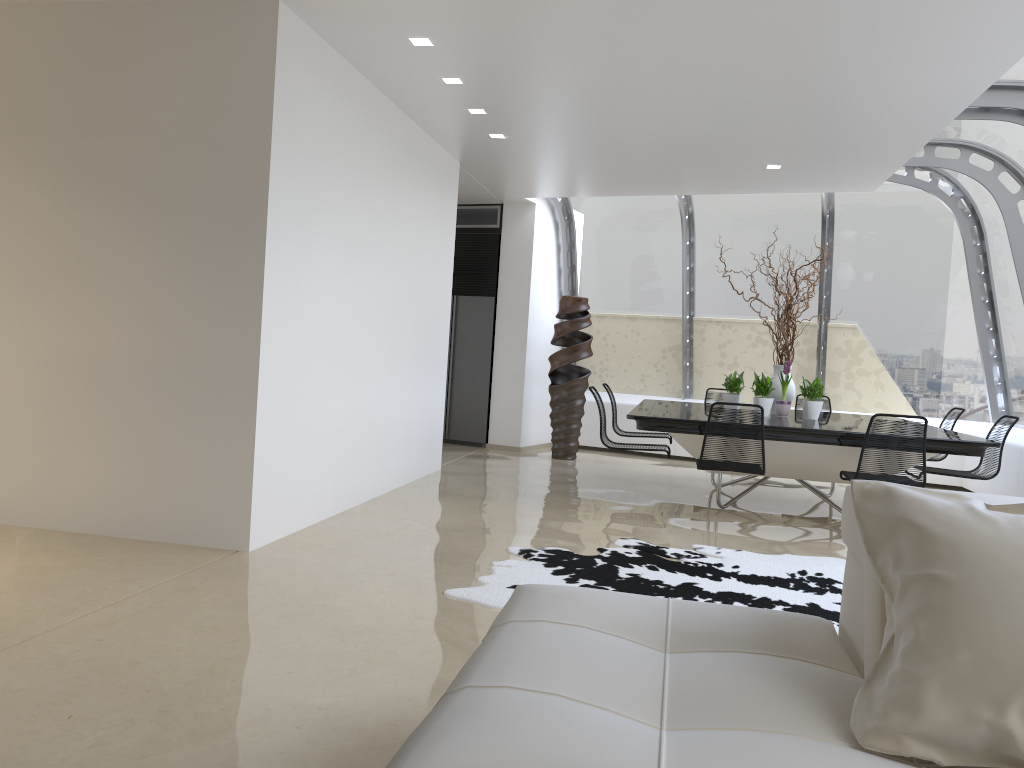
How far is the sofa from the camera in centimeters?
150cm

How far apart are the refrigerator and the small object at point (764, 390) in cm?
395

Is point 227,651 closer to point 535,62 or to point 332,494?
point 332,494

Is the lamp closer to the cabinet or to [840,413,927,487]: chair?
[840,413,927,487]: chair

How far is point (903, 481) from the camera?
5.71m

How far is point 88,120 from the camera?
4.8 meters

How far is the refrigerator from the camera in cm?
1056

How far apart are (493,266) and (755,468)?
5.35m

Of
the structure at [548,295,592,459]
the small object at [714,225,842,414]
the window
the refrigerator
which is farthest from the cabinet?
the small object at [714,225,842,414]

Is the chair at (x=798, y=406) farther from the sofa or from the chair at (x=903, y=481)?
the sofa
